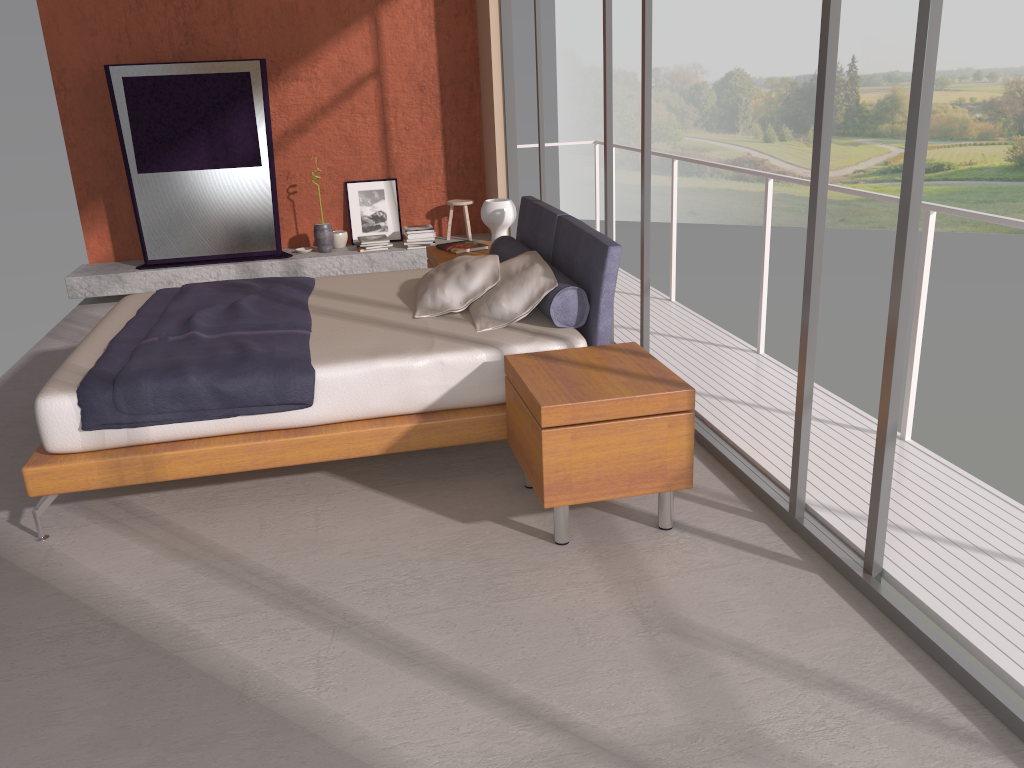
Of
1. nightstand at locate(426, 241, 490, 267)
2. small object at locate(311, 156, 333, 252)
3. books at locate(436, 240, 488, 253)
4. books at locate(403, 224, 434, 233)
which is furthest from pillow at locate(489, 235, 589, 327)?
small object at locate(311, 156, 333, 252)

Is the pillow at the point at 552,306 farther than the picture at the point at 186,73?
No

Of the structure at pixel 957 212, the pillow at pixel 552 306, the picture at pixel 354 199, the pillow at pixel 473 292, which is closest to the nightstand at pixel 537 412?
the pillow at pixel 552 306

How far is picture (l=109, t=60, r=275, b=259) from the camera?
6.96m

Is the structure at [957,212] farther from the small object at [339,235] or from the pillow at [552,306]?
the small object at [339,235]

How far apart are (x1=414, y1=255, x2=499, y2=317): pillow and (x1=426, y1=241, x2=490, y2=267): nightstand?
0.84m

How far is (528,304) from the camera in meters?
4.0

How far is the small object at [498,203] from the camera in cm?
547

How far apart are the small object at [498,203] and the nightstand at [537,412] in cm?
210

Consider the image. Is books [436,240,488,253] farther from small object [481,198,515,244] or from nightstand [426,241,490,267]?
small object [481,198,515,244]
